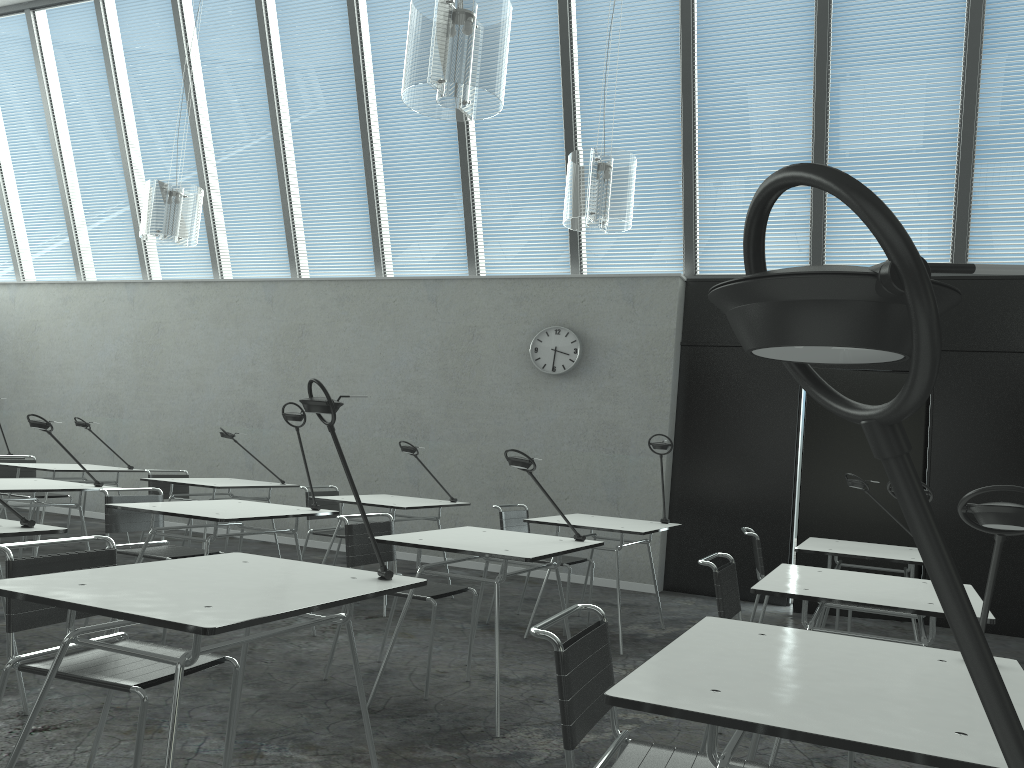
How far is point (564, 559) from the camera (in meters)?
5.31

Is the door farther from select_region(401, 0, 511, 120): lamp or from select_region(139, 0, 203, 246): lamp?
select_region(139, 0, 203, 246): lamp

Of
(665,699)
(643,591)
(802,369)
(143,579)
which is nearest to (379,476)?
(643,591)

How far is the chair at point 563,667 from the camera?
1.7m

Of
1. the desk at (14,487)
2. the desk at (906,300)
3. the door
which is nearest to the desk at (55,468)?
the desk at (14,487)

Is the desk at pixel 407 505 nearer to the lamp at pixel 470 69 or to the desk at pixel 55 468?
the desk at pixel 55 468

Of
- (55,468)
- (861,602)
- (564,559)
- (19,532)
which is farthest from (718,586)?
(55,468)

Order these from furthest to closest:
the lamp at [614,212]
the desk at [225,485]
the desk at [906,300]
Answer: the desk at [225,485], the lamp at [614,212], the desk at [906,300]

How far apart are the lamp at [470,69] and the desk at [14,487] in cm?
283

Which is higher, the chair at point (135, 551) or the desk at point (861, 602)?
the desk at point (861, 602)
